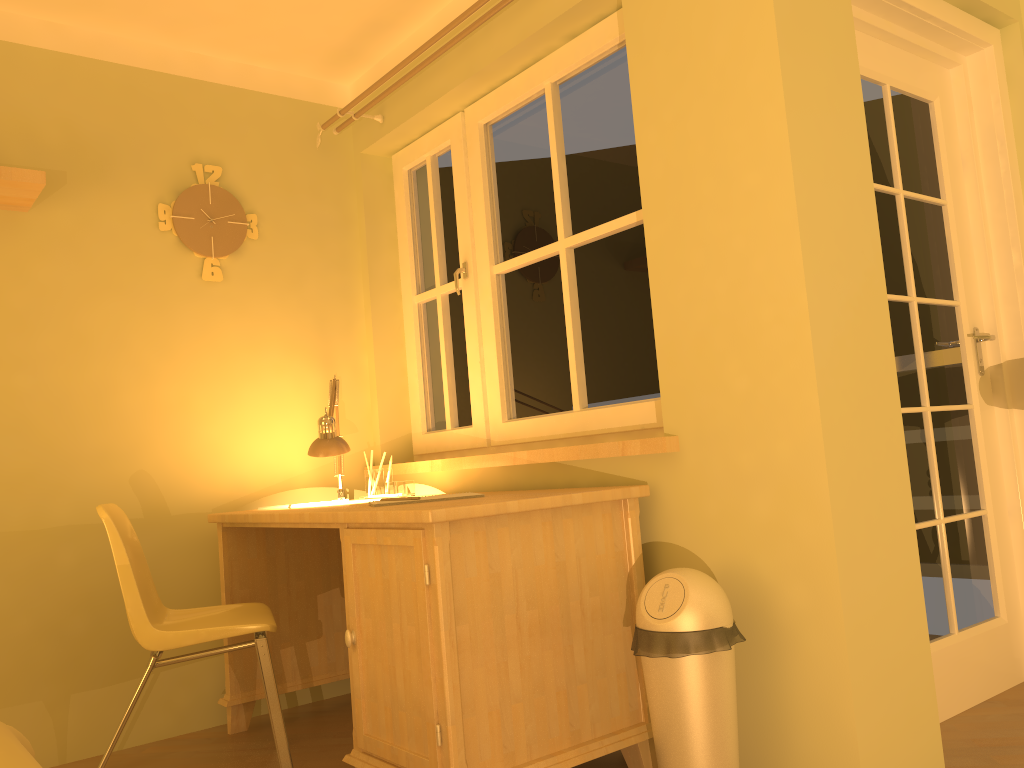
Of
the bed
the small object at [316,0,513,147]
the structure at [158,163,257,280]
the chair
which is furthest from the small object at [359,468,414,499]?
the bed

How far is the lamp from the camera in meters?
2.9

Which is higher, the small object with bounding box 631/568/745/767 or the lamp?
the lamp

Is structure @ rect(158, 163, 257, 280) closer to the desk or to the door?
the desk

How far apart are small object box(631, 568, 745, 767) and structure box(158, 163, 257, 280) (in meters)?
1.99

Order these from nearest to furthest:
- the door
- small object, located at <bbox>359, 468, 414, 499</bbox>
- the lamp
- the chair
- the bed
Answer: the bed
the chair
the door
the lamp
small object, located at <bbox>359, 468, 414, 499</bbox>

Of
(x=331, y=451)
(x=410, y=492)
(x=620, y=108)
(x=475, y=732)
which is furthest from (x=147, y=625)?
(x=620, y=108)

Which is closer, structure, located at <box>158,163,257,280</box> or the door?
the door

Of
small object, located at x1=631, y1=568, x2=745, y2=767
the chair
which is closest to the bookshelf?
the chair

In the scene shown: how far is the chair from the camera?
2.2 meters
